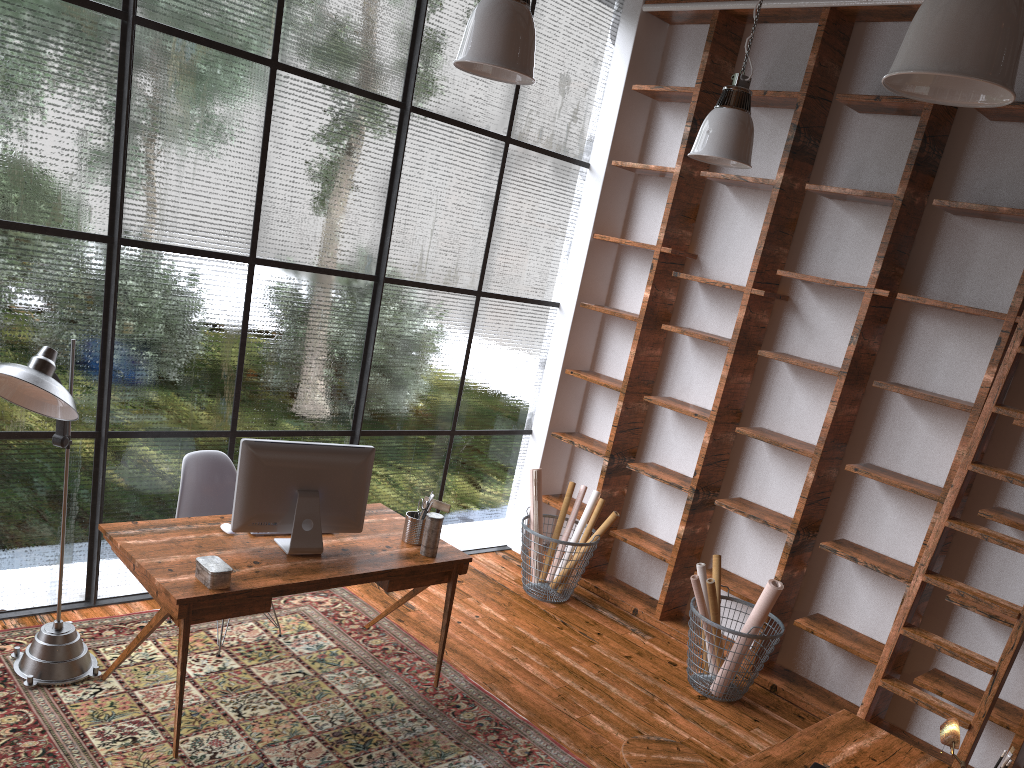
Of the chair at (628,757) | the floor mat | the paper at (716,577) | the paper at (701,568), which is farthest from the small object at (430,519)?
the paper at (716,577)

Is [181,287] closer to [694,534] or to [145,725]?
[145,725]

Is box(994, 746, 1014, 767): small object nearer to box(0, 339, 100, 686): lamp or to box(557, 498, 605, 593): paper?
box(557, 498, 605, 593): paper

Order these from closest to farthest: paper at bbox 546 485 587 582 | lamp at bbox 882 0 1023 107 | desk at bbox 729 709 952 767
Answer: lamp at bbox 882 0 1023 107, desk at bbox 729 709 952 767, paper at bbox 546 485 587 582

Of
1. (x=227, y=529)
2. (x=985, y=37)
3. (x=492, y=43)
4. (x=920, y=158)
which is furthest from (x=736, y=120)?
(x=227, y=529)

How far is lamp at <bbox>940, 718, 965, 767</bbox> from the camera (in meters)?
2.58

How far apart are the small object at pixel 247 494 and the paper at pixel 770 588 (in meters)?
1.97

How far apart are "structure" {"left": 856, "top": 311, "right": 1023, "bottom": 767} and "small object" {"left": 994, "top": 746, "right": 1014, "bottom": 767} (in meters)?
0.93

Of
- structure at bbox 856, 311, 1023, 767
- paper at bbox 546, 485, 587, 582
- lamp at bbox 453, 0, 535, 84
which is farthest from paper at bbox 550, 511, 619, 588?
lamp at bbox 453, 0, 535, 84

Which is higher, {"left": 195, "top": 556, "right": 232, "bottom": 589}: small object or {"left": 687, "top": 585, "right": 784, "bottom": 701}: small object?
{"left": 195, "top": 556, "right": 232, "bottom": 589}: small object
